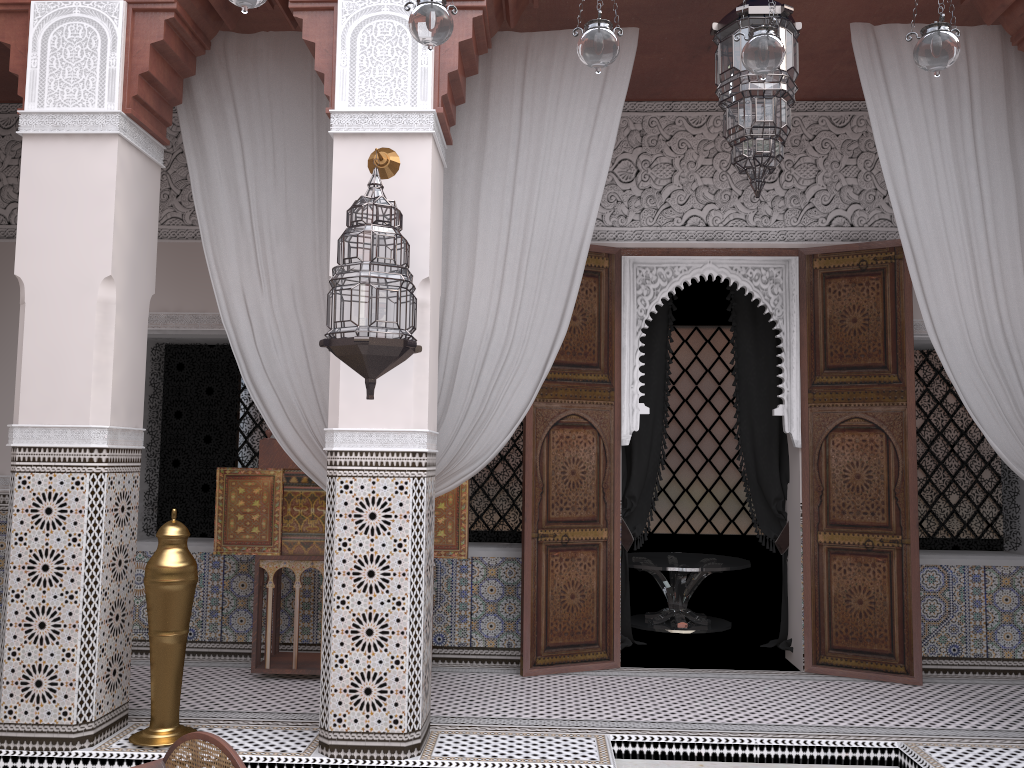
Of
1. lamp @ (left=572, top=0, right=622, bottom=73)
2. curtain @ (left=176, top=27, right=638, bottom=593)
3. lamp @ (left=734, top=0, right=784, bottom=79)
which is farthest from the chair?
lamp @ (left=734, top=0, right=784, bottom=79)

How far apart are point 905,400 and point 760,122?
1.2m

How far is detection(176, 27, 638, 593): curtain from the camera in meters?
2.4

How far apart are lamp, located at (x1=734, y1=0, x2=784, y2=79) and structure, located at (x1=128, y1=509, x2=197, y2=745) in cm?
163

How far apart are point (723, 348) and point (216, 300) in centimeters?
253cm

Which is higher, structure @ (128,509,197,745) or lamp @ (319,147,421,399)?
lamp @ (319,147,421,399)

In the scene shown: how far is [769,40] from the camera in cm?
161

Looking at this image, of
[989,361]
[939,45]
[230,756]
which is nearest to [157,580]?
[230,756]

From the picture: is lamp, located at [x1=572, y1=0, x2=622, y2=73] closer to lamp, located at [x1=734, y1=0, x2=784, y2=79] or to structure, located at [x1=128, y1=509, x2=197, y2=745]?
lamp, located at [x1=734, y1=0, x2=784, y2=79]

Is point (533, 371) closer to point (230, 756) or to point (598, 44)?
point (598, 44)
